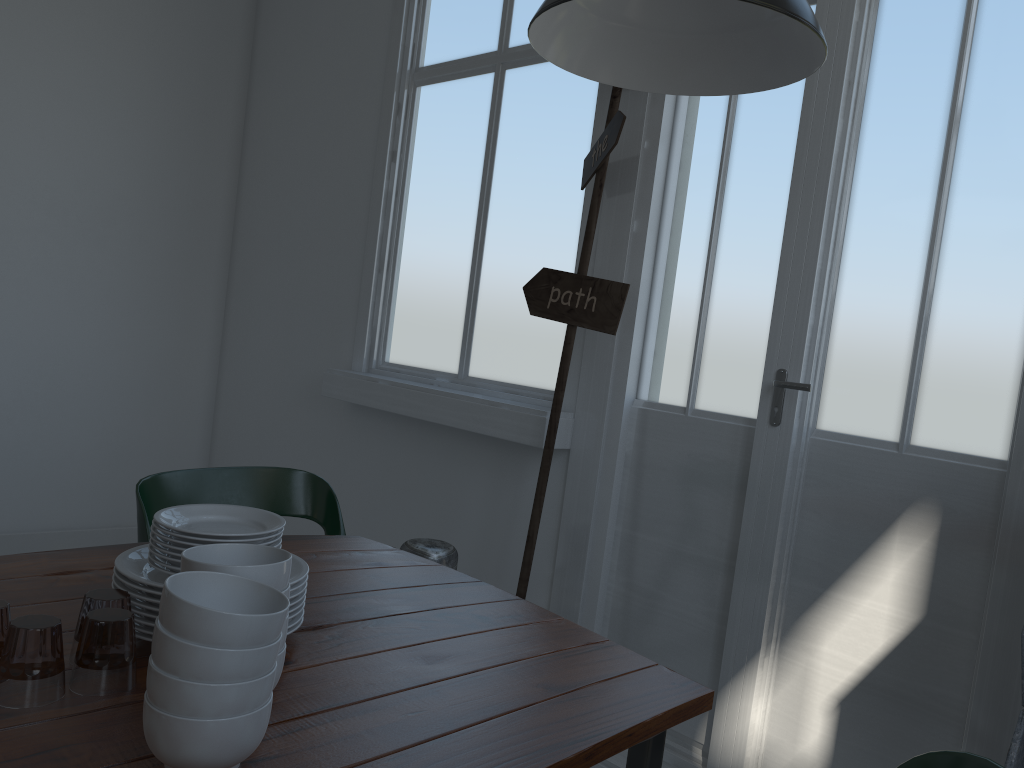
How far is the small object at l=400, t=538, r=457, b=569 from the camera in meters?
3.0

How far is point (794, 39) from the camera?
2.0 meters

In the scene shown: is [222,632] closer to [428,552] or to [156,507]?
[156,507]

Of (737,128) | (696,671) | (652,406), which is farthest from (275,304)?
(696,671)

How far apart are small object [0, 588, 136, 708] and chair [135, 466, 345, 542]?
0.4 meters

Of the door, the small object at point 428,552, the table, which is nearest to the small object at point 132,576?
the table

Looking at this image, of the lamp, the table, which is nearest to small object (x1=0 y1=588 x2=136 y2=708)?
the table

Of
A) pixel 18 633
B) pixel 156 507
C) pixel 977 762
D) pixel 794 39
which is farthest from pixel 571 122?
pixel 18 633

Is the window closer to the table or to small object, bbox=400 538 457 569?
small object, bbox=400 538 457 569

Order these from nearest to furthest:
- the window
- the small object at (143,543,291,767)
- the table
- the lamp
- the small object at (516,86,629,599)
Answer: the small object at (143,543,291,767) < the table < the lamp < the small object at (516,86,629,599) < the window
